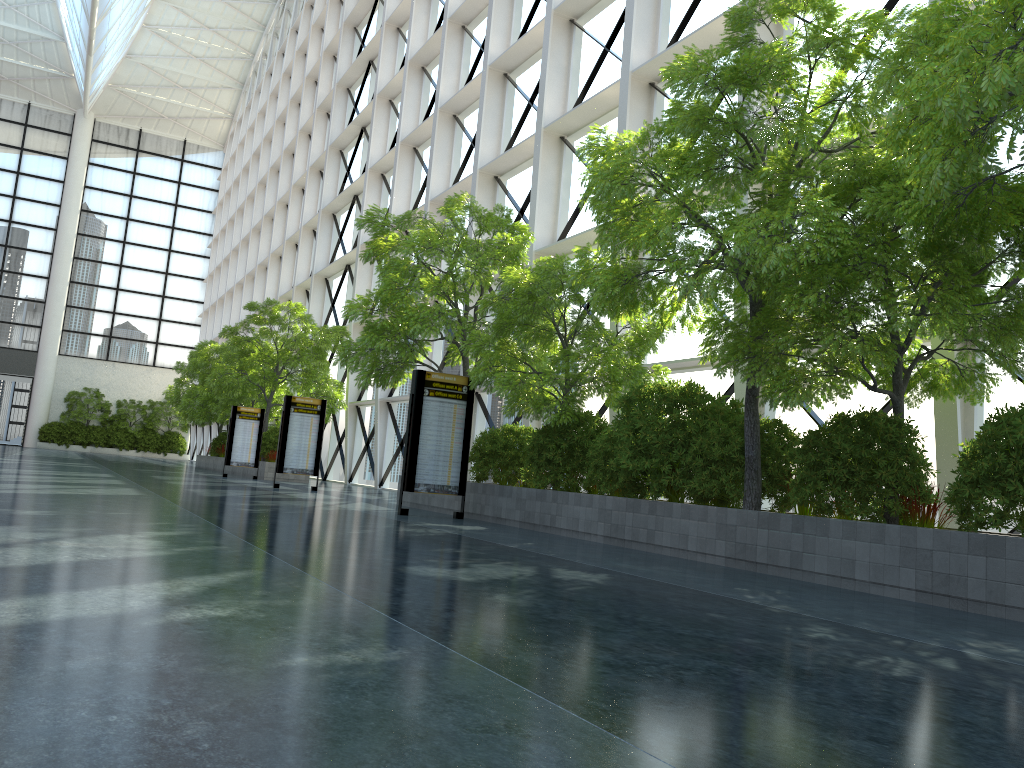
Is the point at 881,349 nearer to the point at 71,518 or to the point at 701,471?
the point at 701,471

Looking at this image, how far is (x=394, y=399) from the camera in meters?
33.4 m
